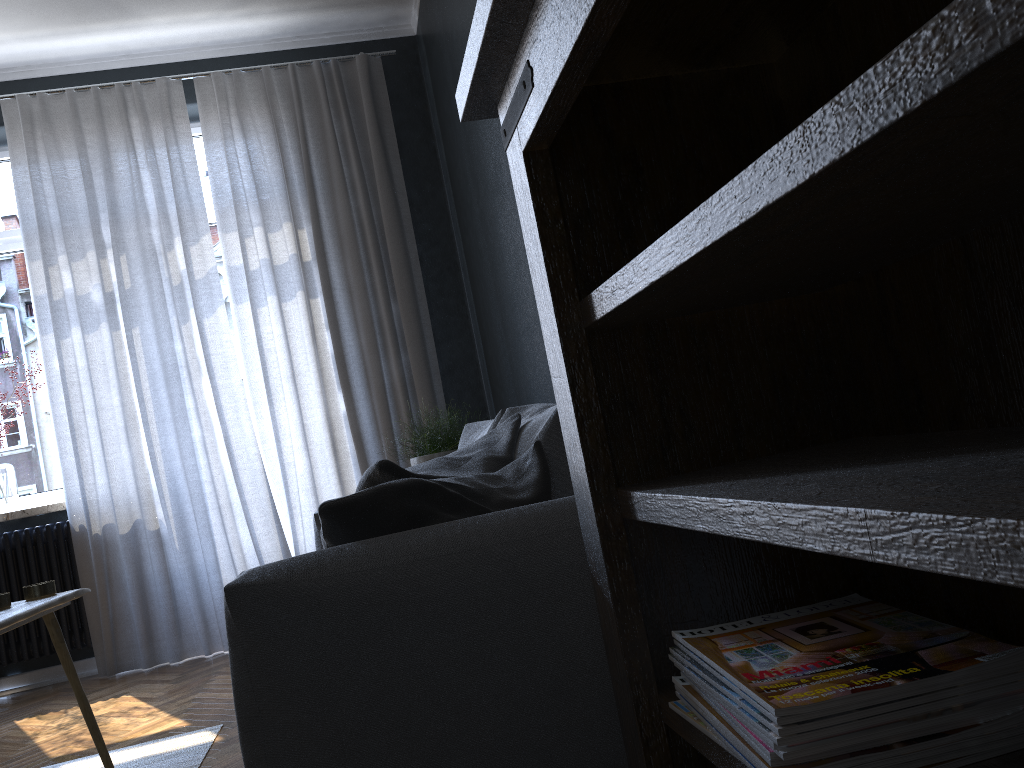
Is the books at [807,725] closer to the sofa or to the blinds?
the sofa

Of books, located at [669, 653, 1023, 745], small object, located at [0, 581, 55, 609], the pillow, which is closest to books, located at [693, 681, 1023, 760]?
books, located at [669, 653, 1023, 745]

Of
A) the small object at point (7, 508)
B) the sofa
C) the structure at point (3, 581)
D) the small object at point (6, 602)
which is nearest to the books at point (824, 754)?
the sofa

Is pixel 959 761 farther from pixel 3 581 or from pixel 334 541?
pixel 3 581

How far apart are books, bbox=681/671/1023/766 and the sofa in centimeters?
43cm

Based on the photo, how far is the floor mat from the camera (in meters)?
2.48

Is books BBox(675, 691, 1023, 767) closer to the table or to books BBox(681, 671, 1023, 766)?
books BBox(681, 671, 1023, 766)

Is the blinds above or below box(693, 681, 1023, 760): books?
above

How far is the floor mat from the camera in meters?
2.5 m

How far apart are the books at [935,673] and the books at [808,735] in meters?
0.0
